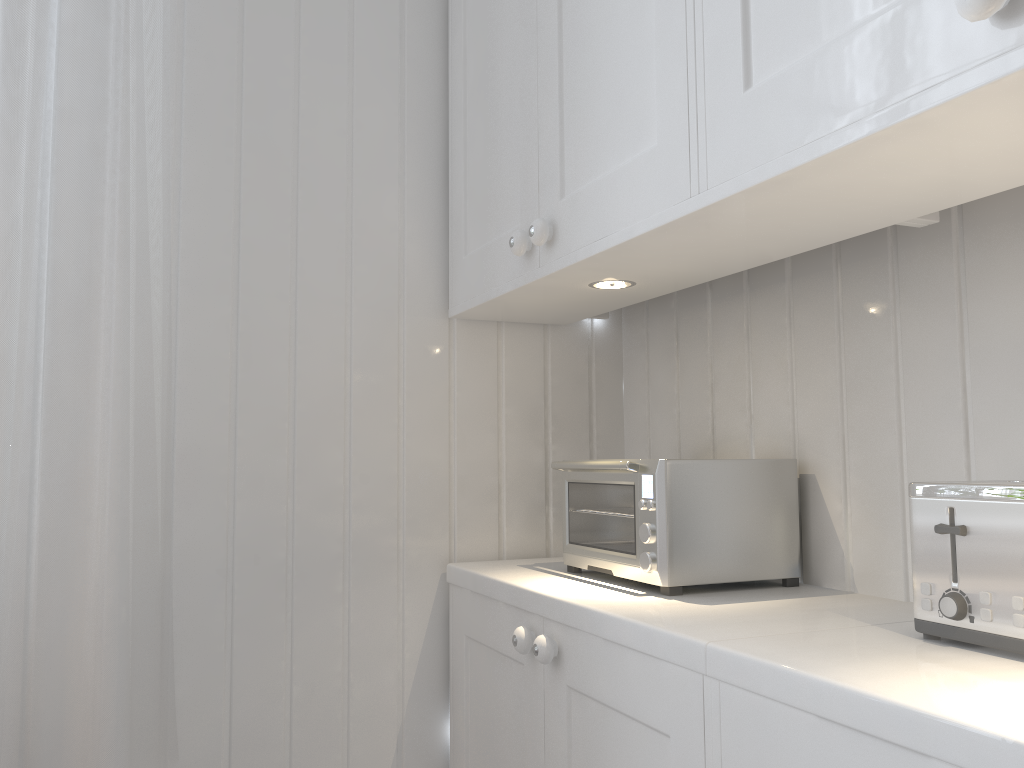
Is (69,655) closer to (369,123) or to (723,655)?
(723,655)

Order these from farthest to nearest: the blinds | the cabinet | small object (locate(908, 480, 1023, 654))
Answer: the blinds
small object (locate(908, 480, 1023, 654))
the cabinet

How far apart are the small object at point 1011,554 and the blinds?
0.9 meters

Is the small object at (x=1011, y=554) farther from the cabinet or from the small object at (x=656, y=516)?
the small object at (x=656, y=516)

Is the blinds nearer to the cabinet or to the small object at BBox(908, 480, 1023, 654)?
the cabinet

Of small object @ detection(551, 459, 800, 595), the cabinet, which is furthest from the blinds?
small object @ detection(551, 459, 800, 595)

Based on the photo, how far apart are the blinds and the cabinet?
0.41m

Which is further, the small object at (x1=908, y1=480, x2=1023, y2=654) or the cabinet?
the small object at (x1=908, y1=480, x2=1023, y2=654)

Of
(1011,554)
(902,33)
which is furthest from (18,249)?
(1011,554)

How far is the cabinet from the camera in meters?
0.6 m
